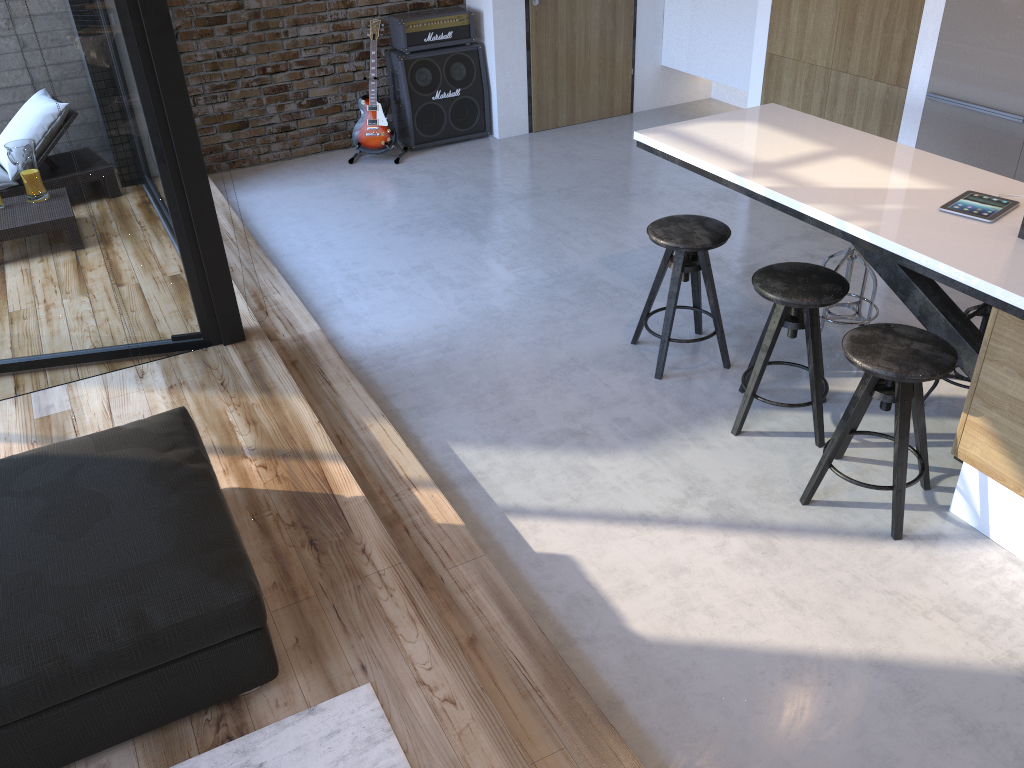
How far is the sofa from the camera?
2.1m

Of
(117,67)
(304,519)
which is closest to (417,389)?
(304,519)

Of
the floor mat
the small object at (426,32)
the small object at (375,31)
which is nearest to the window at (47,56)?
the floor mat

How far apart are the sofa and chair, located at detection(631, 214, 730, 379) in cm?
200

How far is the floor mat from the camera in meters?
2.2

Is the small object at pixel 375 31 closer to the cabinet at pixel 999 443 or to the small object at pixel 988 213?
the cabinet at pixel 999 443

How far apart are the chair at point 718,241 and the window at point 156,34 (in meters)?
1.82

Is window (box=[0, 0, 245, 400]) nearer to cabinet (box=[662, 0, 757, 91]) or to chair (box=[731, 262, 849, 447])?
chair (box=[731, 262, 849, 447])

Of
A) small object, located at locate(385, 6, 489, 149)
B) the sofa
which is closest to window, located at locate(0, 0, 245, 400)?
the sofa

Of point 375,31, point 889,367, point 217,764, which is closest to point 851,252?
point 889,367
